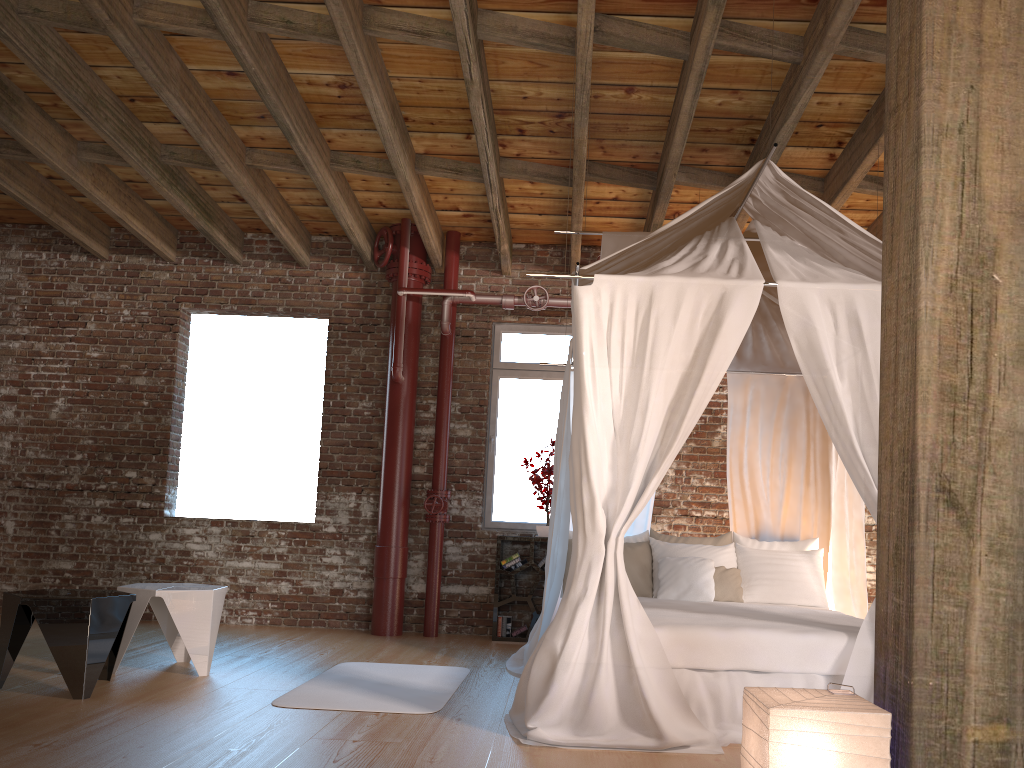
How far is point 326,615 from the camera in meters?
7.4

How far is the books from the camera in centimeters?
699cm

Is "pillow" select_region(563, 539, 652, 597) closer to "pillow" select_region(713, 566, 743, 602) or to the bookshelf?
"pillow" select_region(713, 566, 743, 602)

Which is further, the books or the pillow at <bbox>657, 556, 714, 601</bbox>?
the books

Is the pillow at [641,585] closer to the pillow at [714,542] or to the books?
the pillow at [714,542]

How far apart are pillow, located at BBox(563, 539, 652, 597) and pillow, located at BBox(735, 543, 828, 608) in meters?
0.6

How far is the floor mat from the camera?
4.3 meters

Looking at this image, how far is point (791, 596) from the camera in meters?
5.6 m

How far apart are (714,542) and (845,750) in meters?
3.9

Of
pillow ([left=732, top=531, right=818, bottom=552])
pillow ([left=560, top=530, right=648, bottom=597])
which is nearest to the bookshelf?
pillow ([left=560, top=530, right=648, bottom=597])
